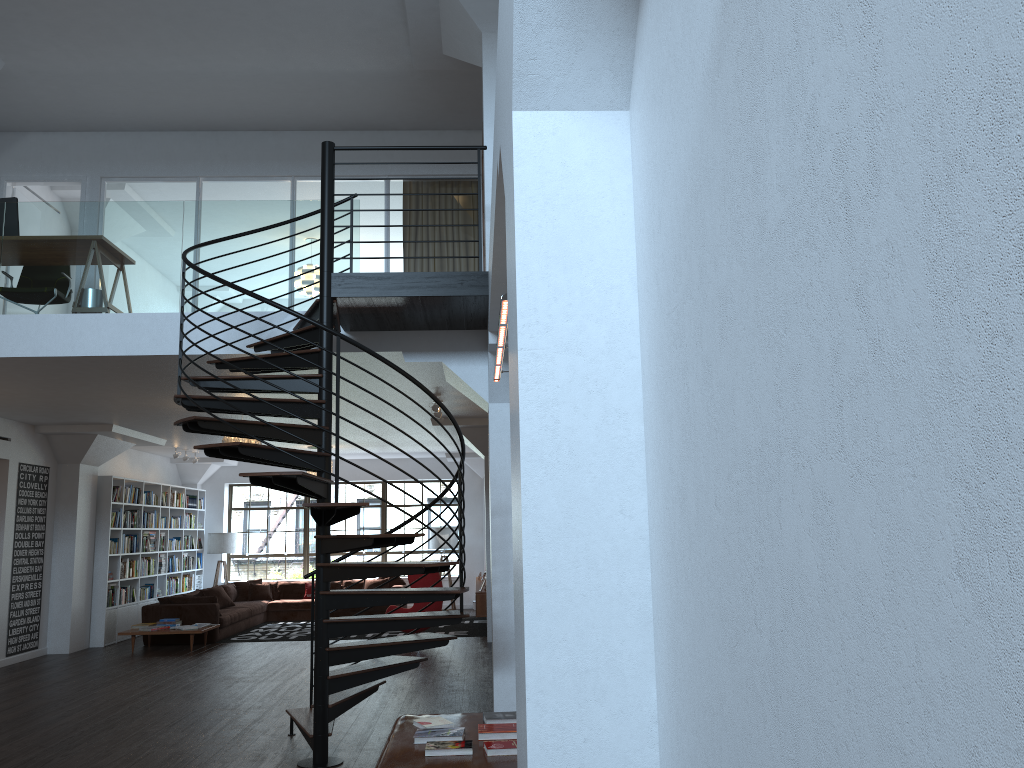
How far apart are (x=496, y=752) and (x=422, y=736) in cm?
46

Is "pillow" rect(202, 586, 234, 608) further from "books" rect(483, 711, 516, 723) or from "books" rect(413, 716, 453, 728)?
"books" rect(483, 711, 516, 723)

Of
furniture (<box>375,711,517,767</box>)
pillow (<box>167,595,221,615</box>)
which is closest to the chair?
pillow (<box>167,595,221,615</box>)

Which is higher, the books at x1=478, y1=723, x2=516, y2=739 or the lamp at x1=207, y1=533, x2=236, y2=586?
the lamp at x1=207, y1=533, x2=236, y2=586

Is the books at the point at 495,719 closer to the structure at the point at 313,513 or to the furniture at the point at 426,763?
the furniture at the point at 426,763

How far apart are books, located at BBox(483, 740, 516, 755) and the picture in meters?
9.2

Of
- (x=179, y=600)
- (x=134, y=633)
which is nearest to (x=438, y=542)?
(x=179, y=600)

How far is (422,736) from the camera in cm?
442

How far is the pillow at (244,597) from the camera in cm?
1609

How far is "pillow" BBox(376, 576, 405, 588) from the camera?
16.4 meters
